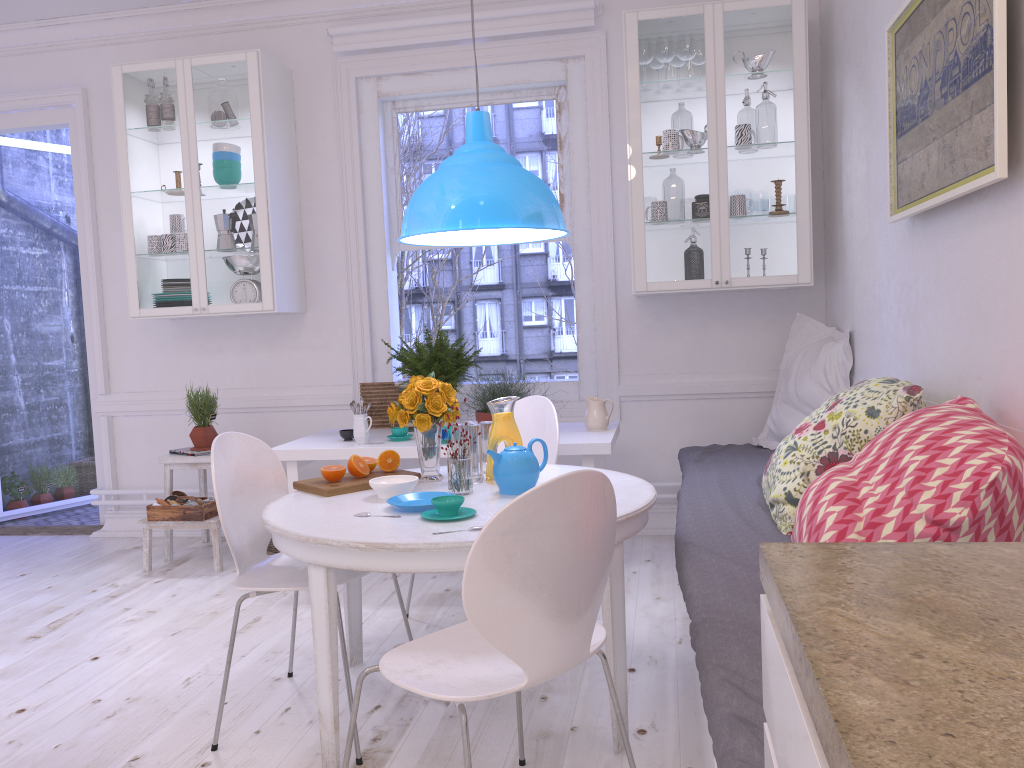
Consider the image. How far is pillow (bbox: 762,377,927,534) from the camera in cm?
245

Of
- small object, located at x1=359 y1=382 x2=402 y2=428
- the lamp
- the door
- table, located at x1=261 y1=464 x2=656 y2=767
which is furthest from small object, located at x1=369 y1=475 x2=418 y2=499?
the door

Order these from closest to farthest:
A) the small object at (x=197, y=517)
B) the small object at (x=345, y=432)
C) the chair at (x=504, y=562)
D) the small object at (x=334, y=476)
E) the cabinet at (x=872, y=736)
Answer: the cabinet at (x=872, y=736)
the chair at (x=504, y=562)
the small object at (x=334, y=476)
the small object at (x=345, y=432)
the small object at (x=197, y=517)

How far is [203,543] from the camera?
4.9 meters

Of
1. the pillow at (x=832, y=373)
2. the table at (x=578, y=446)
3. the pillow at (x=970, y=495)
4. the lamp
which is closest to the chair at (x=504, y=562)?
the pillow at (x=970, y=495)

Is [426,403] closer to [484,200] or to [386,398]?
[484,200]

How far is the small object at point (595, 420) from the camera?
4.0 meters

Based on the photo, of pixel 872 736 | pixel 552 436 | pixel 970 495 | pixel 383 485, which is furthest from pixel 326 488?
pixel 872 736

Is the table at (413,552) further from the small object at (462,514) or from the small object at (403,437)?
the small object at (403,437)

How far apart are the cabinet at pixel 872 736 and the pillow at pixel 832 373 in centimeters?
295cm
